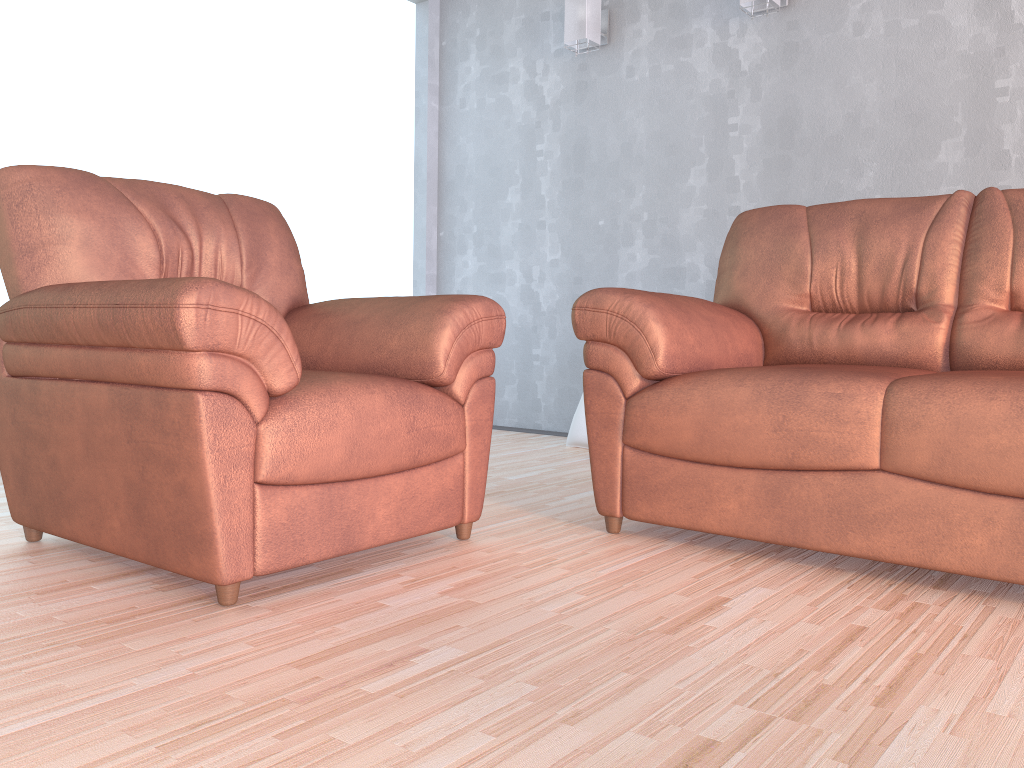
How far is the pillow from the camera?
4.0 meters

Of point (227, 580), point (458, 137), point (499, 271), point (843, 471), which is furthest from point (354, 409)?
point (458, 137)

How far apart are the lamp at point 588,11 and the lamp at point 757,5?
0.8m

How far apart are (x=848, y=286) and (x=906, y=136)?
1.22m

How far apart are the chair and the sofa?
0.2m

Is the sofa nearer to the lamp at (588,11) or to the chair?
the chair

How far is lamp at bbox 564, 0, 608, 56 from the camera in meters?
4.2 m

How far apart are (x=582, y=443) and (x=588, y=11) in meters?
2.0

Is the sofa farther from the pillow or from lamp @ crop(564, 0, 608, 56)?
lamp @ crop(564, 0, 608, 56)

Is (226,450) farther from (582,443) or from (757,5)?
(757,5)
